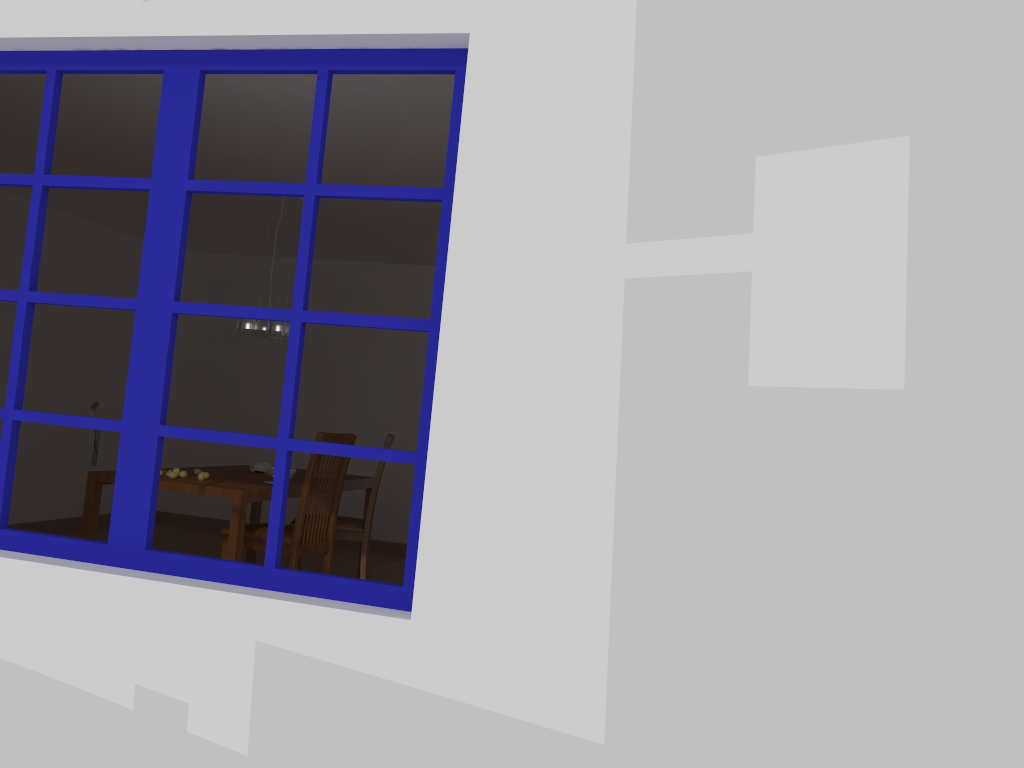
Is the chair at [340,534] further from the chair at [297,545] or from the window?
the window

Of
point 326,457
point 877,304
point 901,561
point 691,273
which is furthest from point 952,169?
point 326,457

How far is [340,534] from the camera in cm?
540

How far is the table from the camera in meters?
4.4

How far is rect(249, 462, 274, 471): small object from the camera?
5.6m

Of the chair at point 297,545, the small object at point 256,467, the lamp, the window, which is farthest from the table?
the window

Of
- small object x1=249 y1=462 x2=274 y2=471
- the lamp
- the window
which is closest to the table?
small object x1=249 y1=462 x2=274 y2=471

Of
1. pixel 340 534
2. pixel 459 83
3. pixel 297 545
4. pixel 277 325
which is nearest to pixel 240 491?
pixel 297 545

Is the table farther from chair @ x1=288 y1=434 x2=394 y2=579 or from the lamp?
the lamp

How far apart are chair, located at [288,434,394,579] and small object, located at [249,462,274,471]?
0.6 meters
